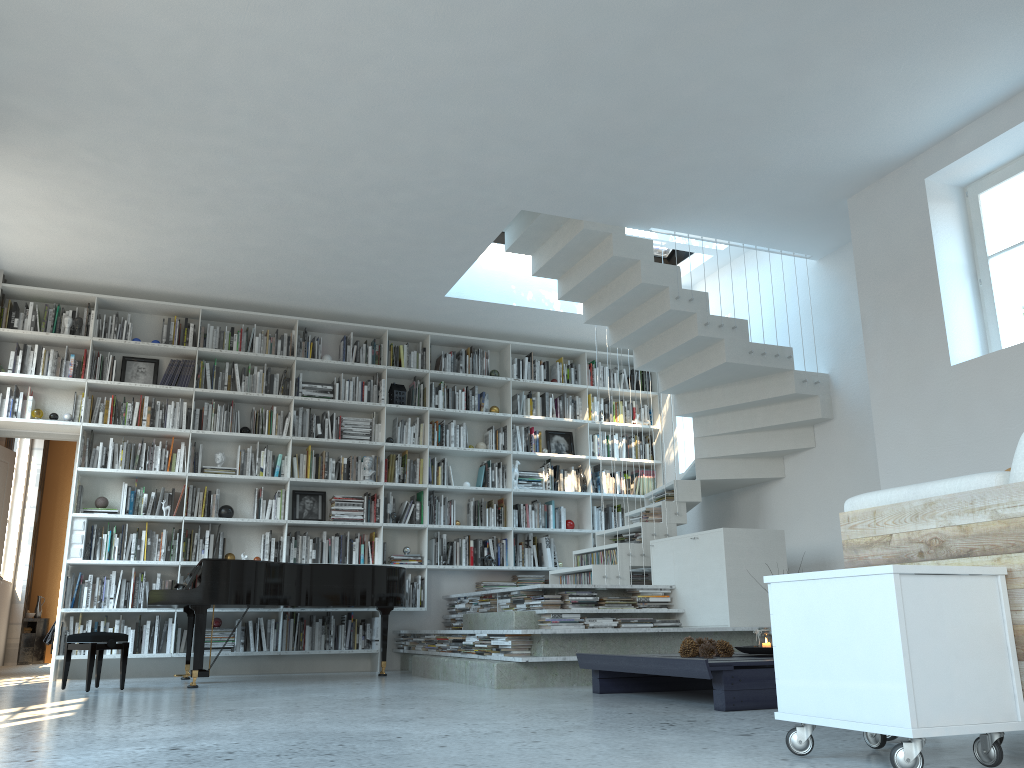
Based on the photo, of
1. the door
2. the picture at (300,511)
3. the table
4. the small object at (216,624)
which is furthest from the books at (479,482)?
the table

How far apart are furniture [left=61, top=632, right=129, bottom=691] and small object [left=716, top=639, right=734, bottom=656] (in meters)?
3.65

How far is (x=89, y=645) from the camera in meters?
5.4

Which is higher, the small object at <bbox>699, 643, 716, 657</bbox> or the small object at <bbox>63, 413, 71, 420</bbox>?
the small object at <bbox>63, 413, 71, 420</bbox>

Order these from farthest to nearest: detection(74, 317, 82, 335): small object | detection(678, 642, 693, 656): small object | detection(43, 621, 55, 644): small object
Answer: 1. detection(43, 621, 55, 644): small object
2. detection(74, 317, 82, 335): small object
3. detection(678, 642, 693, 656): small object

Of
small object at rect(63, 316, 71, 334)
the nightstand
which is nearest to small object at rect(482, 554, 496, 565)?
small object at rect(63, 316, 71, 334)

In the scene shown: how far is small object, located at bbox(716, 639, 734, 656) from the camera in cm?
447

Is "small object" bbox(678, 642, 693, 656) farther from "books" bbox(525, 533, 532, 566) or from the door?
the door

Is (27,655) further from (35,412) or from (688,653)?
(688,653)

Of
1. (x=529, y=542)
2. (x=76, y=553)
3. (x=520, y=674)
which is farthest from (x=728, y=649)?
(x=76, y=553)
